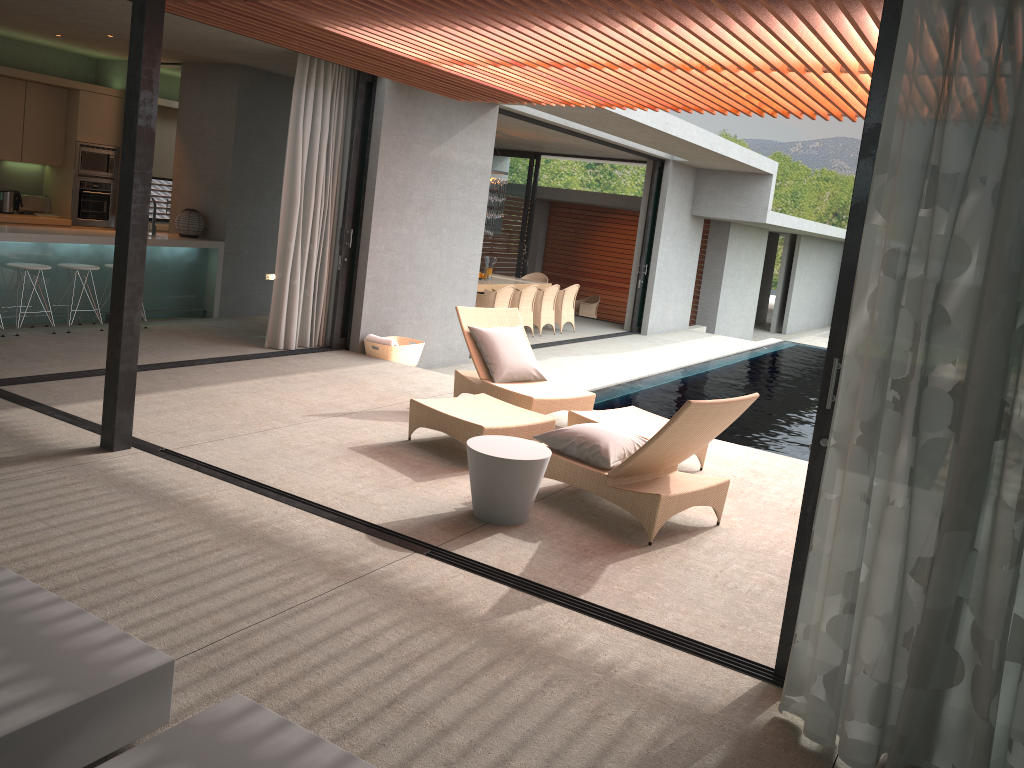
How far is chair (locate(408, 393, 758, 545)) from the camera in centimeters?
480cm

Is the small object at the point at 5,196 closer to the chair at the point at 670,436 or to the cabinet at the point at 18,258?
the cabinet at the point at 18,258

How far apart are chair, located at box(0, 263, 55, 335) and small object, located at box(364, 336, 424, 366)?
3.13m

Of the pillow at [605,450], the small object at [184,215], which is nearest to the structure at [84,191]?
the small object at [184,215]

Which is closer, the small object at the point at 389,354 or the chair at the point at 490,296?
the small object at the point at 389,354

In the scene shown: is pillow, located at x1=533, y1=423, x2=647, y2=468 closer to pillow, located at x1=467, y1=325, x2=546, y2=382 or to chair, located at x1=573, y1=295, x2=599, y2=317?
pillow, located at x1=467, y1=325, x2=546, y2=382

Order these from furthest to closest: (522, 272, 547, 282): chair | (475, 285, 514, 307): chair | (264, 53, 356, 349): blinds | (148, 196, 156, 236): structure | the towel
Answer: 1. (522, 272, 547, 282): chair
2. (475, 285, 514, 307): chair
3. (148, 196, 156, 236): structure
4. the towel
5. (264, 53, 356, 349): blinds

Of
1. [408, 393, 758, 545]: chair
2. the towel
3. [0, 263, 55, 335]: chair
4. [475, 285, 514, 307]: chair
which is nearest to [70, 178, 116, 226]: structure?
[0, 263, 55, 335]: chair

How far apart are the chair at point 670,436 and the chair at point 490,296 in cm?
654

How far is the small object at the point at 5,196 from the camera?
10.4 meters
